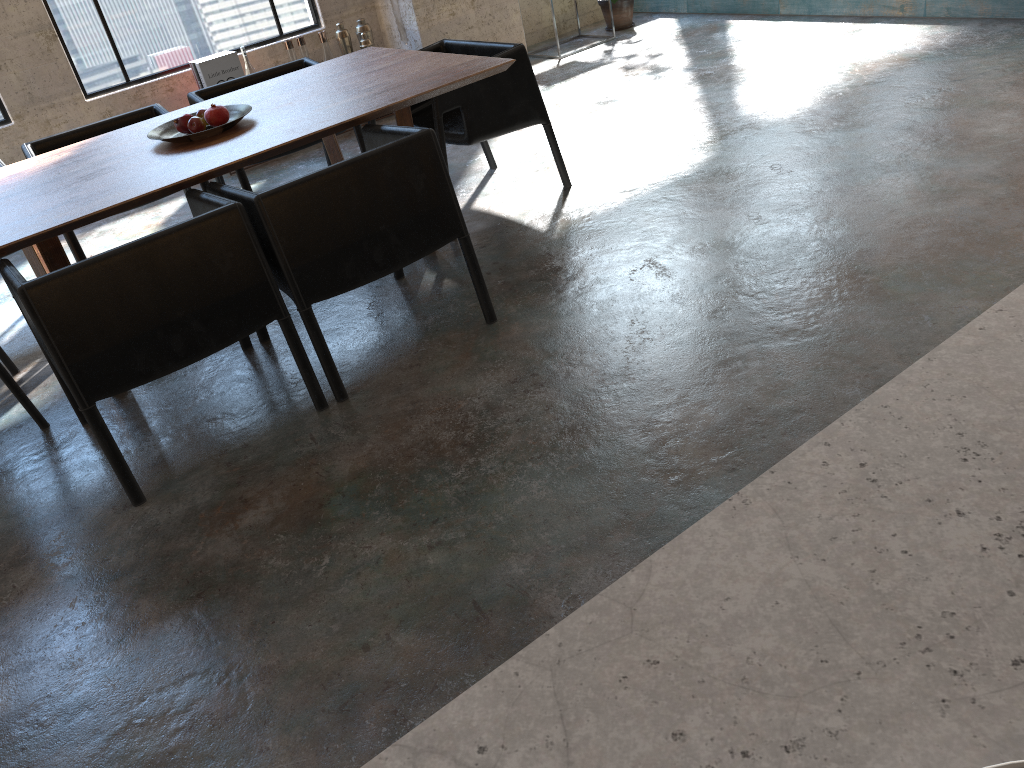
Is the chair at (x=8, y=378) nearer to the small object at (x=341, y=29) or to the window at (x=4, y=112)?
the window at (x=4, y=112)

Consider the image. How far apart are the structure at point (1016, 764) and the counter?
0.18m

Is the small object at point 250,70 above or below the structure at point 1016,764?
below

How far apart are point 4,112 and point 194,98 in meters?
1.9 m

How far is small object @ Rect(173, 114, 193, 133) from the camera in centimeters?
361cm

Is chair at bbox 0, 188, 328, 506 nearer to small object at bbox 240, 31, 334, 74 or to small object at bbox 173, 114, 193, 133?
small object at bbox 173, 114, 193, 133

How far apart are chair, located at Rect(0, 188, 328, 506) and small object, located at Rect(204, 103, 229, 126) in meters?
0.6

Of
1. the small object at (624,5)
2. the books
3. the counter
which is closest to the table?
the books

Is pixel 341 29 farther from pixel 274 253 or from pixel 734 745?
pixel 734 745

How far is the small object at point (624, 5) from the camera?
7.37m
